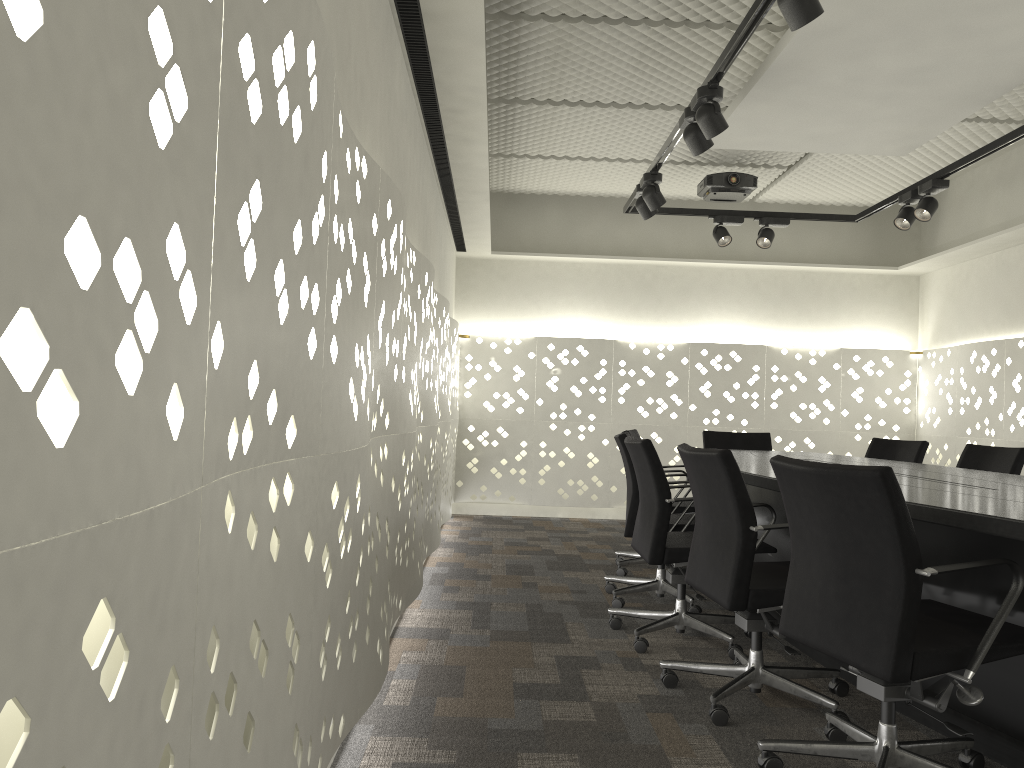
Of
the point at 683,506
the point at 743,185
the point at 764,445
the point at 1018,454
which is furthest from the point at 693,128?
the point at 764,445

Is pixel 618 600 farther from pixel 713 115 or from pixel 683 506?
pixel 713 115

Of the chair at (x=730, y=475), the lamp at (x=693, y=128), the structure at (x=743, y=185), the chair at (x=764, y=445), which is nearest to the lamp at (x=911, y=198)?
the structure at (x=743, y=185)

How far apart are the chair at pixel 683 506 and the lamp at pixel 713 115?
2.0 meters

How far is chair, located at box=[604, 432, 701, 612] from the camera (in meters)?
3.80

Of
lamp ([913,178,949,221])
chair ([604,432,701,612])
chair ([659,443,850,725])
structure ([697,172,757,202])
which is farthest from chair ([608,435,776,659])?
structure ([697,172,757,202])

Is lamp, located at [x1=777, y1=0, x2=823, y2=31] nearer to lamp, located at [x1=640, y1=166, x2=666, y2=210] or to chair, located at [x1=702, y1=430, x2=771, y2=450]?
lamp, located at [x1=640, y1=166, x2=666, y2=210]

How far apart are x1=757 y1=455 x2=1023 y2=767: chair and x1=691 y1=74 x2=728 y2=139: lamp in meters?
1.6 m

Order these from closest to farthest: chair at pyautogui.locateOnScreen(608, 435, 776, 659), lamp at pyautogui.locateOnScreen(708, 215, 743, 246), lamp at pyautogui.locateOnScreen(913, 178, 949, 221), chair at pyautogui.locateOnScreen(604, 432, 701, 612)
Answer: chair at pyautogui.locateOnScreen(608, 435, 776, 659) < chair at pyautogui.locateOnScreen(604, 432, 701, 612) < lamp at pyautogui.locateOnScreen(913, 178, 949, 221) < lamp at pyautogui.locateOnScreen(708, 215, 743, 246)

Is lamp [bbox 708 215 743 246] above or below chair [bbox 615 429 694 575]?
above
